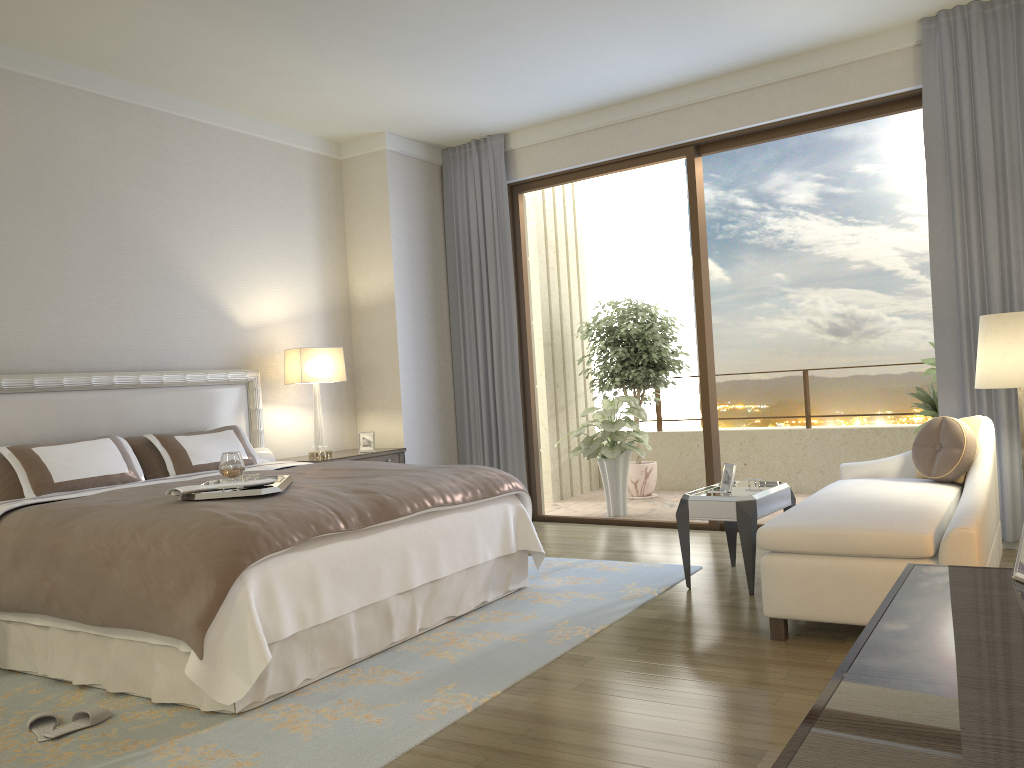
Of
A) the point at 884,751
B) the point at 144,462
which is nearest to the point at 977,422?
the point at 884,751

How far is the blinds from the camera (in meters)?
4.96

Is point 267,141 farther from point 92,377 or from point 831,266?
point 831,266

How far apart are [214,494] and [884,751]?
3.0m

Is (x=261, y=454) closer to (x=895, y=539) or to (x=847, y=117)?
(x=895, y=539)

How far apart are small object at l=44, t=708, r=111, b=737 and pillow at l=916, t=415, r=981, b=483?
3.95m

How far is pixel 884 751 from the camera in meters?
0.9

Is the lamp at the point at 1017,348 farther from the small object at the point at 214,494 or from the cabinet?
the small object at the point at 214,494

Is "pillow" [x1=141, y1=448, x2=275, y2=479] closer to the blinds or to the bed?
the bed

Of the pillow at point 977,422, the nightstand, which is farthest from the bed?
the pillow at point 977,422
